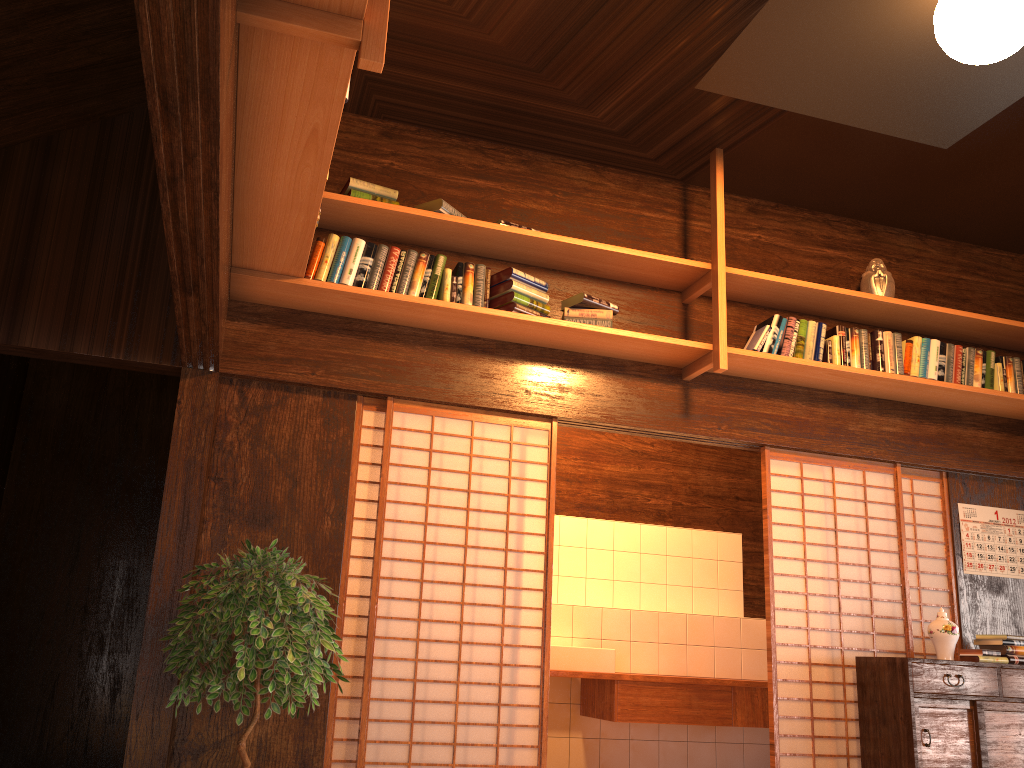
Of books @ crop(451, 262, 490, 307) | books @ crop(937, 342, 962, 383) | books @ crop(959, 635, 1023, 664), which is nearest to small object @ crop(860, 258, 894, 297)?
books @ crop(937, 342, 962, 383)

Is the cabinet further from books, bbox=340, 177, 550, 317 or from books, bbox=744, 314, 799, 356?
books, bbox=340, 177, 550, 317

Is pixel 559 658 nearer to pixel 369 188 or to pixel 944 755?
pixel 944 755

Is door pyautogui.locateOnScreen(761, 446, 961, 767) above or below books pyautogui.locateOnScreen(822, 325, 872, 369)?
below

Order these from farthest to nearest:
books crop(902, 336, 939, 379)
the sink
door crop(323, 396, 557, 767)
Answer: the sink
books crop(902, 336, 939, 379)
door crop(323, 396, 557, 767)

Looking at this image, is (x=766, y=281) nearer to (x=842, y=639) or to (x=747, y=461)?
(x=842, y=639)

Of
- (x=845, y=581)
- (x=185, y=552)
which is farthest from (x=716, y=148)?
(x=845, y=581)

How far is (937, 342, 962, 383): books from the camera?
4.6m

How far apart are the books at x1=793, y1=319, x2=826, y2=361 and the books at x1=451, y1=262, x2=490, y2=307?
1.6 meters

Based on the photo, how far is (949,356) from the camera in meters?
4.6 m
